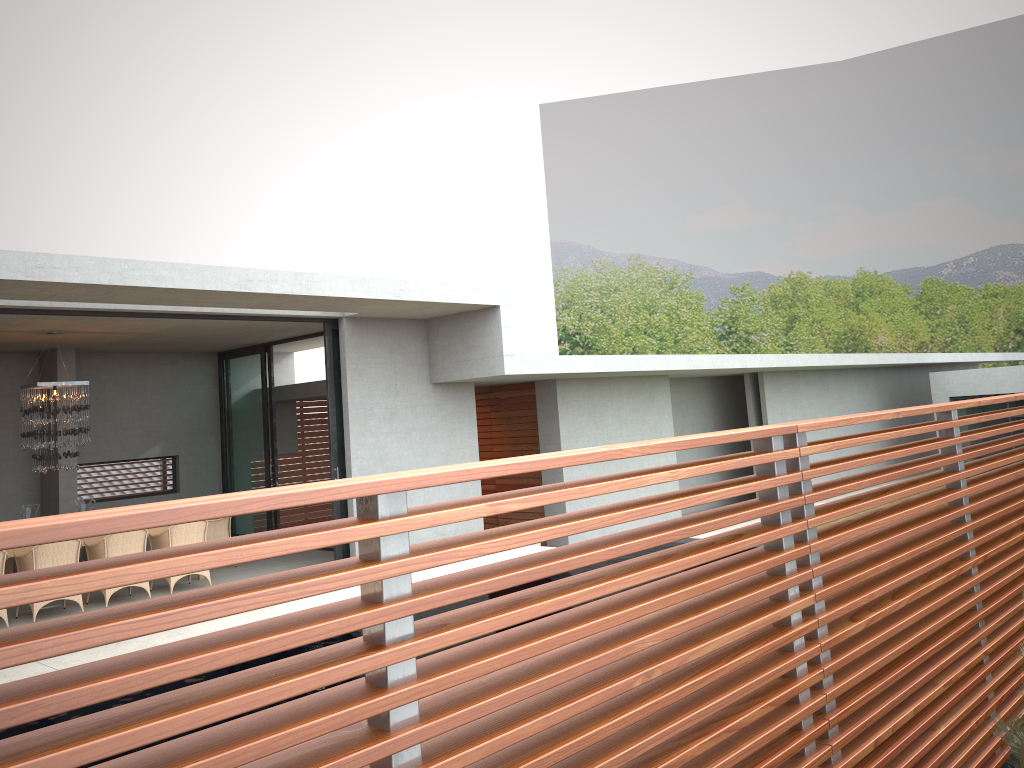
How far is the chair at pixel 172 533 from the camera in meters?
10.6 m

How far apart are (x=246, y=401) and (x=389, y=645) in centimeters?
1369cm

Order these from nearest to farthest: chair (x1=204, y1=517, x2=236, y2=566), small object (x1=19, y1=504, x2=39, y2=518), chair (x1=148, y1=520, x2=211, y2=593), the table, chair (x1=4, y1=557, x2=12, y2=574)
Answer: the table, chair (x1=148, y1=520, x2=211, y2=593), chair (x1=4, y1=557, x2=12, y2=574), chair (x1=204, y1=517, x2=236, y2=566), small object (x1=19, y1=504, x2=39, y2=518)

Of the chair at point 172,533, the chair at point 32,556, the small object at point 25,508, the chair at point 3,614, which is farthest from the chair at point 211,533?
the small object at point 25,508

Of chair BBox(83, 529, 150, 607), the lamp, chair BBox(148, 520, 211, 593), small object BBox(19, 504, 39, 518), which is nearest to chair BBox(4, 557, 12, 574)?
the lamp

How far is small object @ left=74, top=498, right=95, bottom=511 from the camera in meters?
39.7 m

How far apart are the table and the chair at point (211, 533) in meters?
1.0

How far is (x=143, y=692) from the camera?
6.73m

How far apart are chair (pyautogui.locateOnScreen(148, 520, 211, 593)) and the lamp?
1.4m

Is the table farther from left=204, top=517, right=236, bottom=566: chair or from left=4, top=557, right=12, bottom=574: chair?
left=4, top=557, right=12, bottom=574: chair
